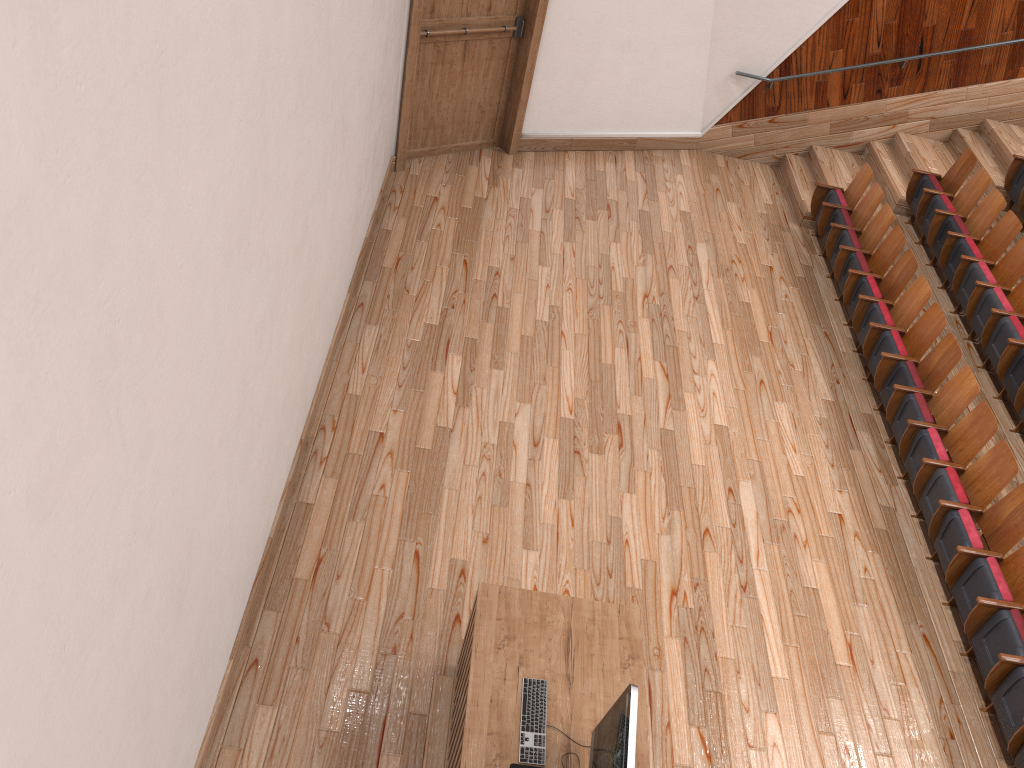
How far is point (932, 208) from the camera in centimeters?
82cm

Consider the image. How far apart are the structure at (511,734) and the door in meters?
0.5

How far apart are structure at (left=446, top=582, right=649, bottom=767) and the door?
0.5 meters

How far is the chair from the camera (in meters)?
0.50

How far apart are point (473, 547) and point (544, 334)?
0.22m

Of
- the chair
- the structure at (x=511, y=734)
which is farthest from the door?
the structure at (x=511, y=734)

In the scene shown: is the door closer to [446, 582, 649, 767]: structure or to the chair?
the chair

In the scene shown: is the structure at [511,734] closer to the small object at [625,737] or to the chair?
the small object at [625,737]

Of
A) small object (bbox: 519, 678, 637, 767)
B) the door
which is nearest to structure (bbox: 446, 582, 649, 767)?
small object (bbox: 519, 678, 637, 767)

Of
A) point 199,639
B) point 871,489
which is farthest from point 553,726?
point 871,489
